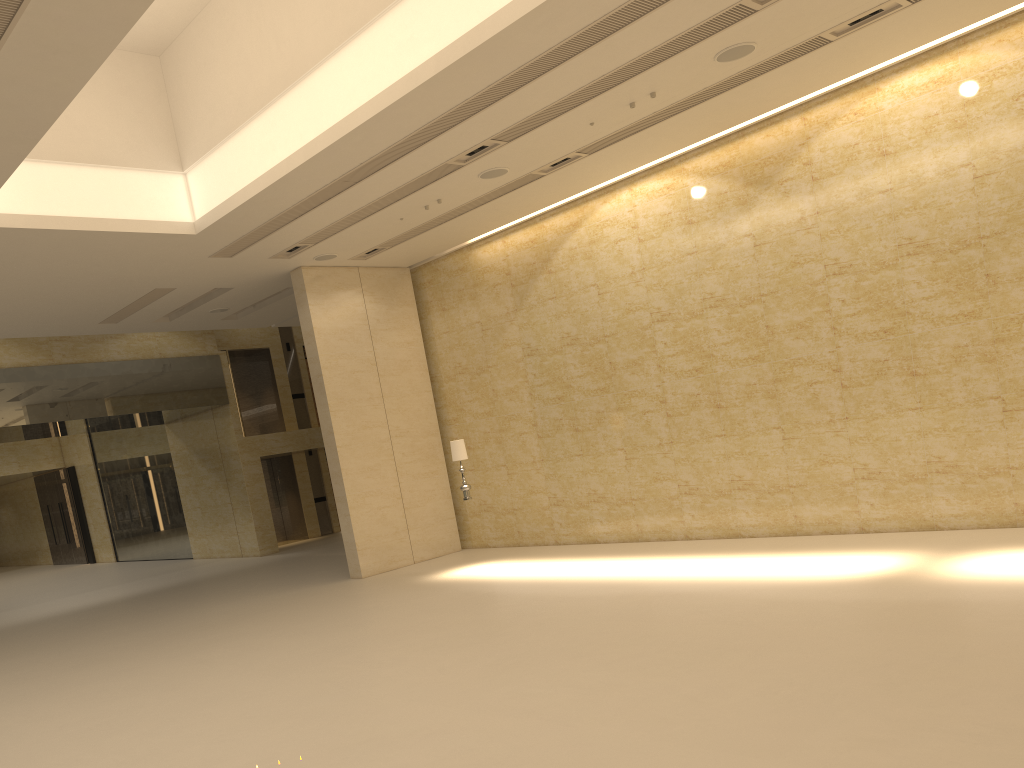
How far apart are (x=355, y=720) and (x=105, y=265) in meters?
9.5

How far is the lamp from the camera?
14.70m

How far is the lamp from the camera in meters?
14.7 m

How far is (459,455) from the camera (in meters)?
14.70
